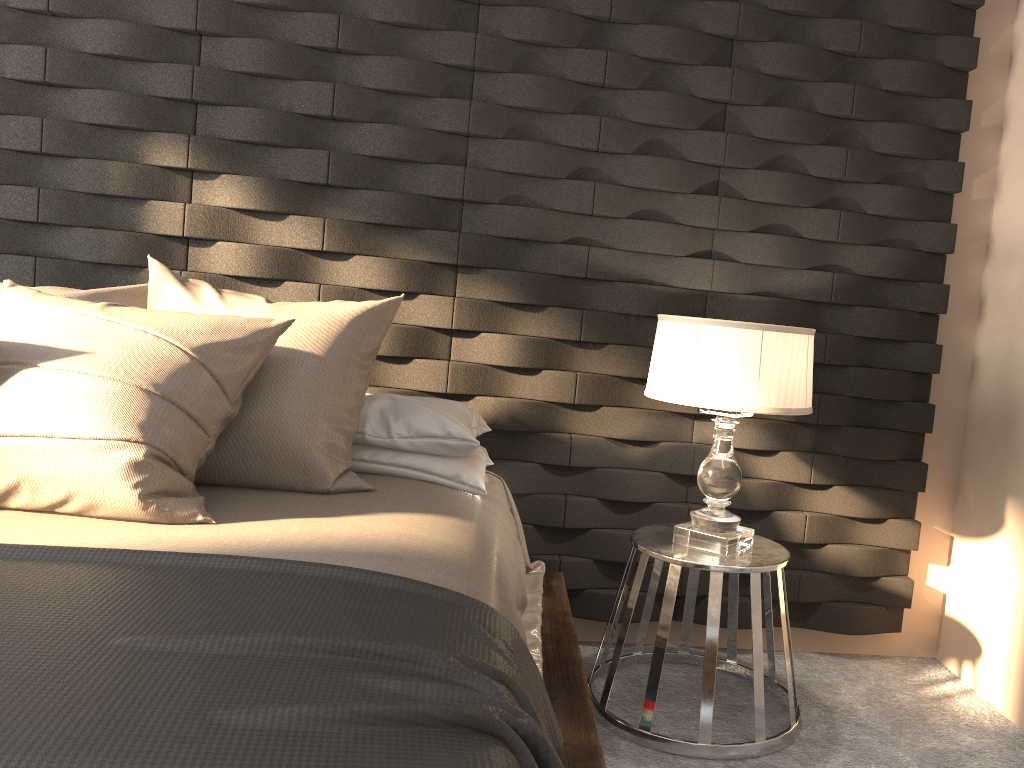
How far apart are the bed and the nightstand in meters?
0.1 m

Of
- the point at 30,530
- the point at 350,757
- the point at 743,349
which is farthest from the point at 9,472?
the point at 743,349

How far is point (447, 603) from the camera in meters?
1.4 m

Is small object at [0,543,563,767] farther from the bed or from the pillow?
the pillow

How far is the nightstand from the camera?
2.2m

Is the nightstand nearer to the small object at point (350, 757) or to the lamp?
the lamp

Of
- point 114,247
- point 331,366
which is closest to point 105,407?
point 331,366

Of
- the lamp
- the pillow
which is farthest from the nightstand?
the pillow

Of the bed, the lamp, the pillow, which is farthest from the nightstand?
the pillow

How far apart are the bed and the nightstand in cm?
15
